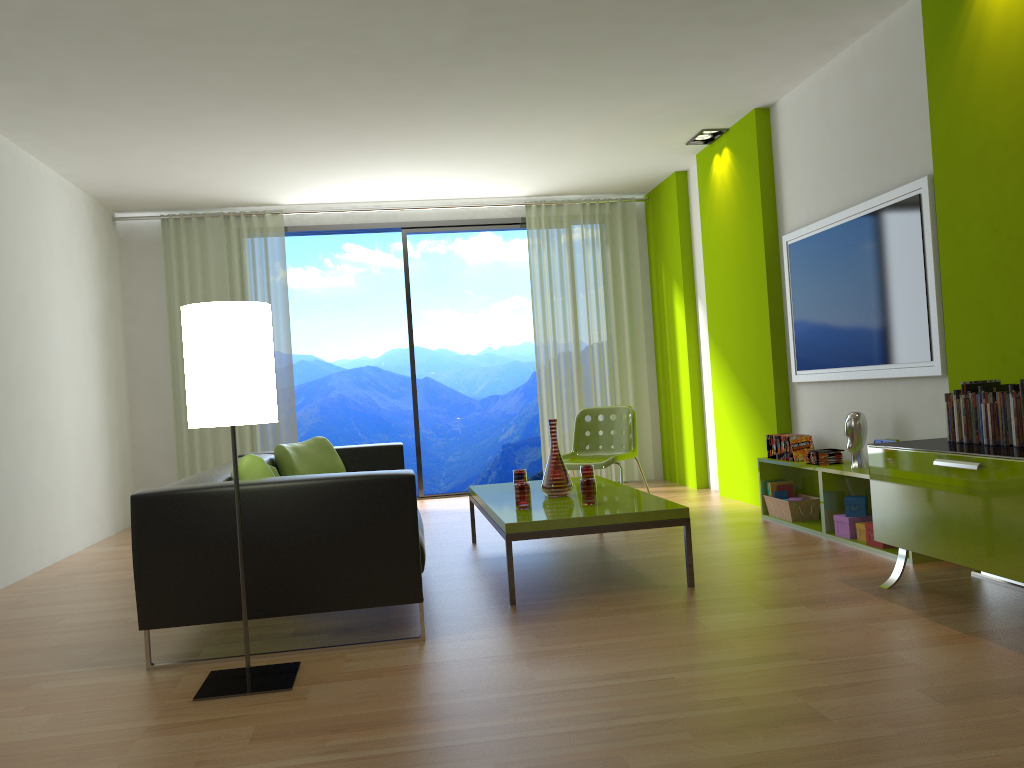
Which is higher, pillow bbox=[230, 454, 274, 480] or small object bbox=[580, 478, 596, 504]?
pillow bbox=[230, 454, 274, 480]

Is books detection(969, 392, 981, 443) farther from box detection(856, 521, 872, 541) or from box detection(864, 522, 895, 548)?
box detection(856, 521, 872, 541)

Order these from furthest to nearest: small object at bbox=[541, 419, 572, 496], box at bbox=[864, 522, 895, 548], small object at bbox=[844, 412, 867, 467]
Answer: small object at bbox=[844, 412, 867, 467] < small object at bbox=[541, 419, 572, 496] < box at bbox=[864, 522, 895, 548]

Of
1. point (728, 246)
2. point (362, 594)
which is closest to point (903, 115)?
point (728, 246)

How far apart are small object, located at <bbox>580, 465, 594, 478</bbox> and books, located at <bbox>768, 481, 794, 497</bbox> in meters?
1.4 m

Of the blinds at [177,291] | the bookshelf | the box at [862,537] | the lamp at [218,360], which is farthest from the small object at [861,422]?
the blinds at [177,291]

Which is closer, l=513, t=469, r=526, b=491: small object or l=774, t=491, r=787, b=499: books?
l=513, t=469, r=526, b=491: small object

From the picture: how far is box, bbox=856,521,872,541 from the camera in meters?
4.5 m

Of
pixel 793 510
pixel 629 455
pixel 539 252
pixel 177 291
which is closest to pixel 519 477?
pixel 629 455

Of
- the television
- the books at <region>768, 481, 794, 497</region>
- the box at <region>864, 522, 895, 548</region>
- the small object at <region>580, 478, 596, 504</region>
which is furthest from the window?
the box at <region>864, 522, 895, 548</region>
